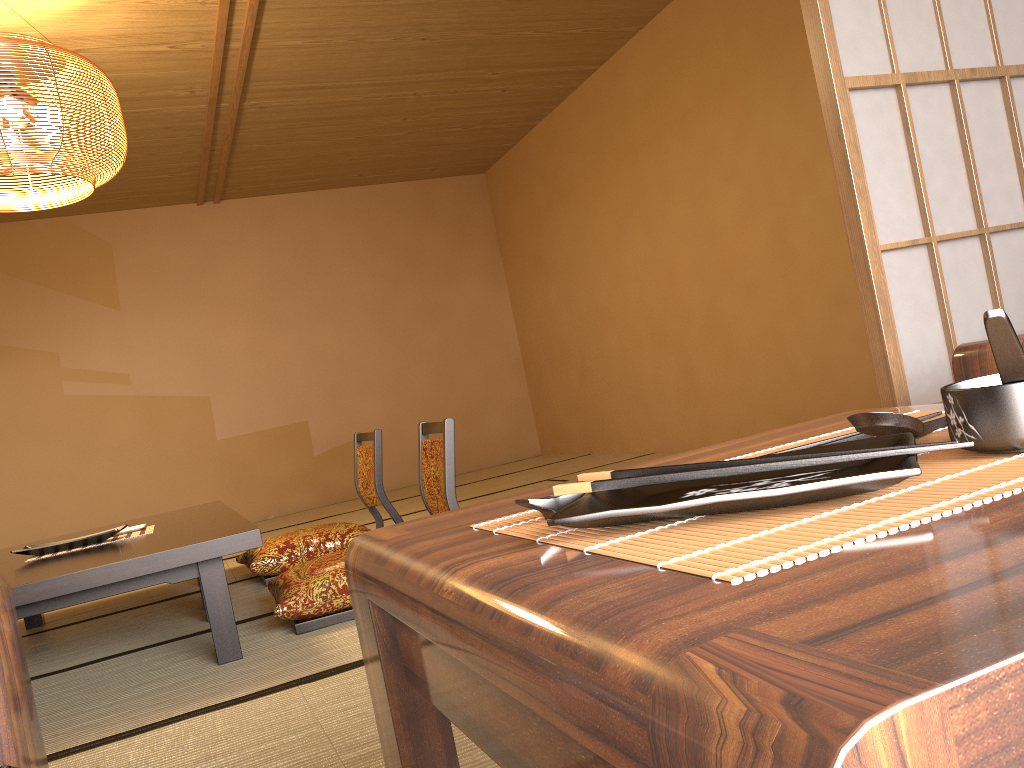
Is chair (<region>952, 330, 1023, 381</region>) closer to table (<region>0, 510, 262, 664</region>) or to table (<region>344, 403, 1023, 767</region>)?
table (<region>344, 403, 1023, 767</region>)

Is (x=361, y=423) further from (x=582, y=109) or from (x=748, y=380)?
(x=748, y=380)

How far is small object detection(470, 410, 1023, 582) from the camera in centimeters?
35cm

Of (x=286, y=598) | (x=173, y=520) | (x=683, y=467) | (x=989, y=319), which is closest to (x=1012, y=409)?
(x=989, y=319)

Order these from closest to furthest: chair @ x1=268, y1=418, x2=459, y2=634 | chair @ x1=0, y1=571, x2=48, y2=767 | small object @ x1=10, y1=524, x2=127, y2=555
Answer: chair @ x1=0, y1=571, x2=48, y2=767 < chair @ x1=268, y1=418, x2=459, y2=634 < small object @ x1=10, y1=524, x2=127, y2=555

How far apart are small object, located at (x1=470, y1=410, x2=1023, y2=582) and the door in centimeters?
92cm

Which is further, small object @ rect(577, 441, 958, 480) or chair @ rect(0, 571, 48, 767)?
chair @ rect(0, 571, 48, 767)

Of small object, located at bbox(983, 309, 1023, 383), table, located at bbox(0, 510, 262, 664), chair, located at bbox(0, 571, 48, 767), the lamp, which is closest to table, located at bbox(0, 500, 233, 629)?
table, located at bbox(0, 510, 262, 664)

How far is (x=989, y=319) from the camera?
0.4 meters

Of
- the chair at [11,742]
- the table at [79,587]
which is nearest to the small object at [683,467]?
the chair at [11,742]
